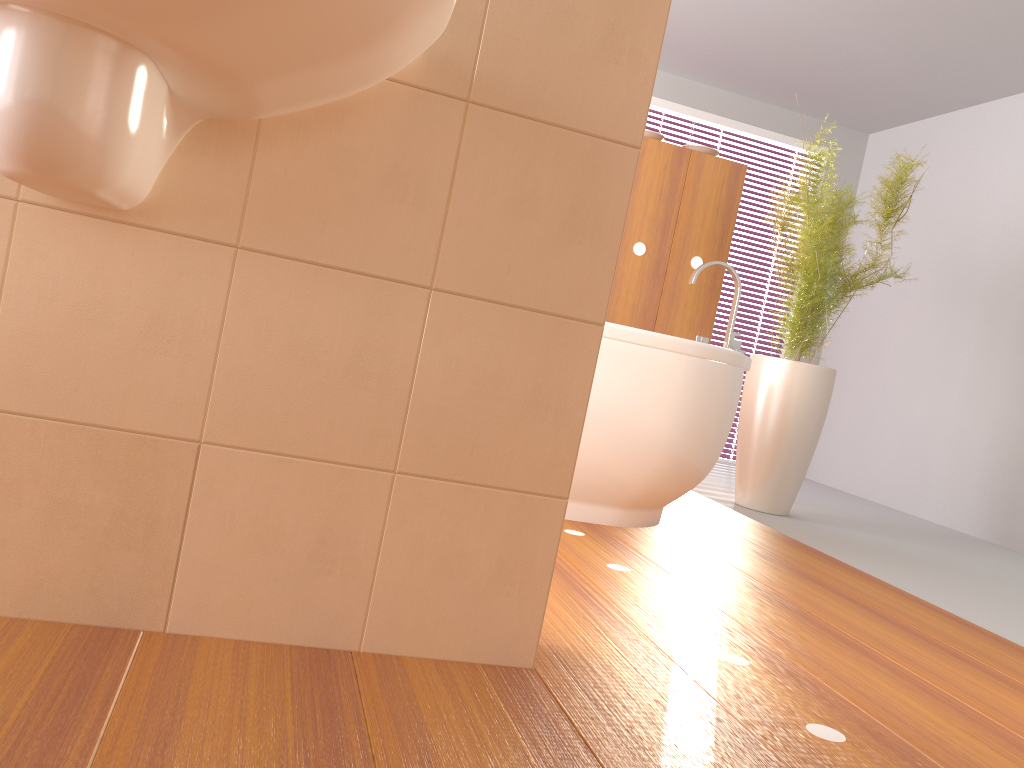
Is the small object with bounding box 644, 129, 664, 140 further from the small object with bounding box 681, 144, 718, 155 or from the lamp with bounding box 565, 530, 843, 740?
the lamp with bounding box 565, 530, 843, 740

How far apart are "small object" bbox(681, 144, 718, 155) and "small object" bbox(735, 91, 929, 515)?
0.4m

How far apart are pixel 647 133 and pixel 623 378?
1.7m

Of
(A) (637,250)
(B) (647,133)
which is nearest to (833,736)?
(A) (637,250)

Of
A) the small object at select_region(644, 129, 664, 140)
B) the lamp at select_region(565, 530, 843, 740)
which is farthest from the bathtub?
the small object at select_region(644, 129, 664, 140)

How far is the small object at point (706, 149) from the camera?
3.94m

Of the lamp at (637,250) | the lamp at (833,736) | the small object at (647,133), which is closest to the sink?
the lamp at (833,736)

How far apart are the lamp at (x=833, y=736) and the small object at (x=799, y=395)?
1.9m

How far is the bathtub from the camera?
2.5m

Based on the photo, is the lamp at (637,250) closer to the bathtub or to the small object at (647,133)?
the small object at (647,133)
